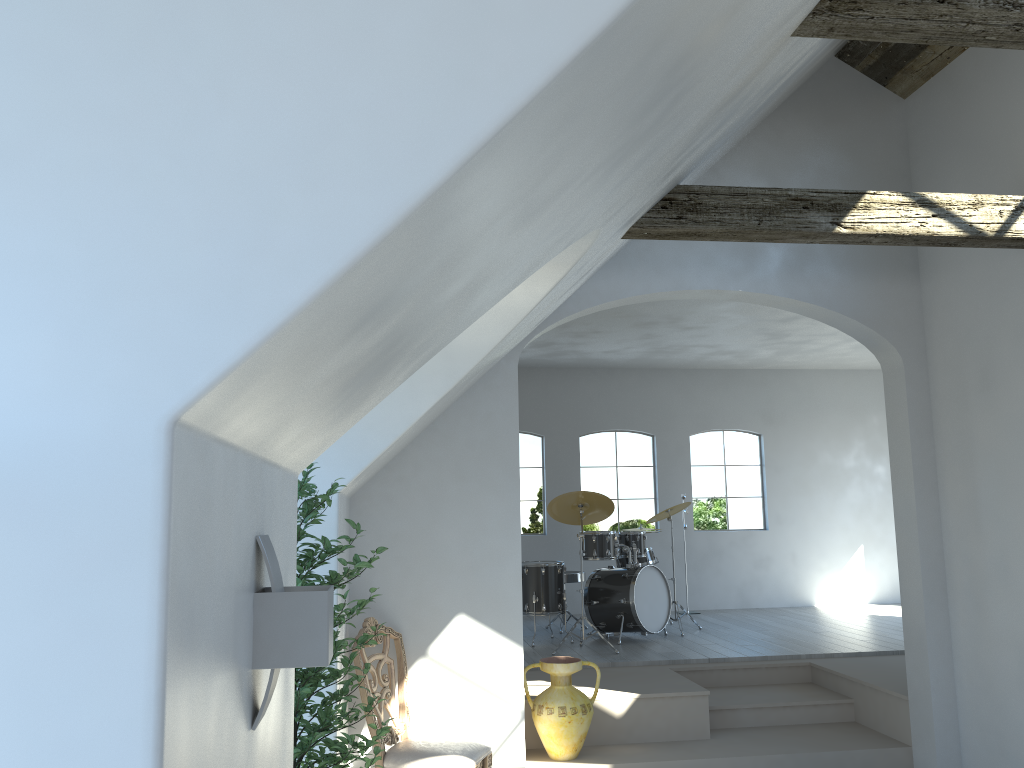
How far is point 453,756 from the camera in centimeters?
450cm

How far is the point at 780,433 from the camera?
11.1m

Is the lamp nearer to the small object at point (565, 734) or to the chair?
the chair

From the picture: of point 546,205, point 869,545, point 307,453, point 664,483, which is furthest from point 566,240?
point 869,545

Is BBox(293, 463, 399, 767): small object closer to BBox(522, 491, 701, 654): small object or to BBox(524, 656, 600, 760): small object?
BBox(524, 656, 600, 760): small object

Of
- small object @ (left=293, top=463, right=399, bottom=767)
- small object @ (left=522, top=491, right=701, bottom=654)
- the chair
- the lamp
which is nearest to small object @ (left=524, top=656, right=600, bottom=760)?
the chair

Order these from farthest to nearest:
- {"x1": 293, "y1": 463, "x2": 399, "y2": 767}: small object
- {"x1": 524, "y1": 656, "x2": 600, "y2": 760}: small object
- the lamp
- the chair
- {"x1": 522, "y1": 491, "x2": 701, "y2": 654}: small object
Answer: {"x1": 522, "y1": 491, "x2": 701, "y2": 654}: small object
{"x1": 524, "y1": 656, "x2": 600, "y2": 760}: small object
the chair
{"x1": 293, "y1": 463, "x2": 399, "y2": 767}: small object
the lamp

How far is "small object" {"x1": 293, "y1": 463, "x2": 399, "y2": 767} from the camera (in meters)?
3.15

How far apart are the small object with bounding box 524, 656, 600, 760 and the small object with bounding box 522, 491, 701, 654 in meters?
1.8 m

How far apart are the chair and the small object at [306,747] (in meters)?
0.97
